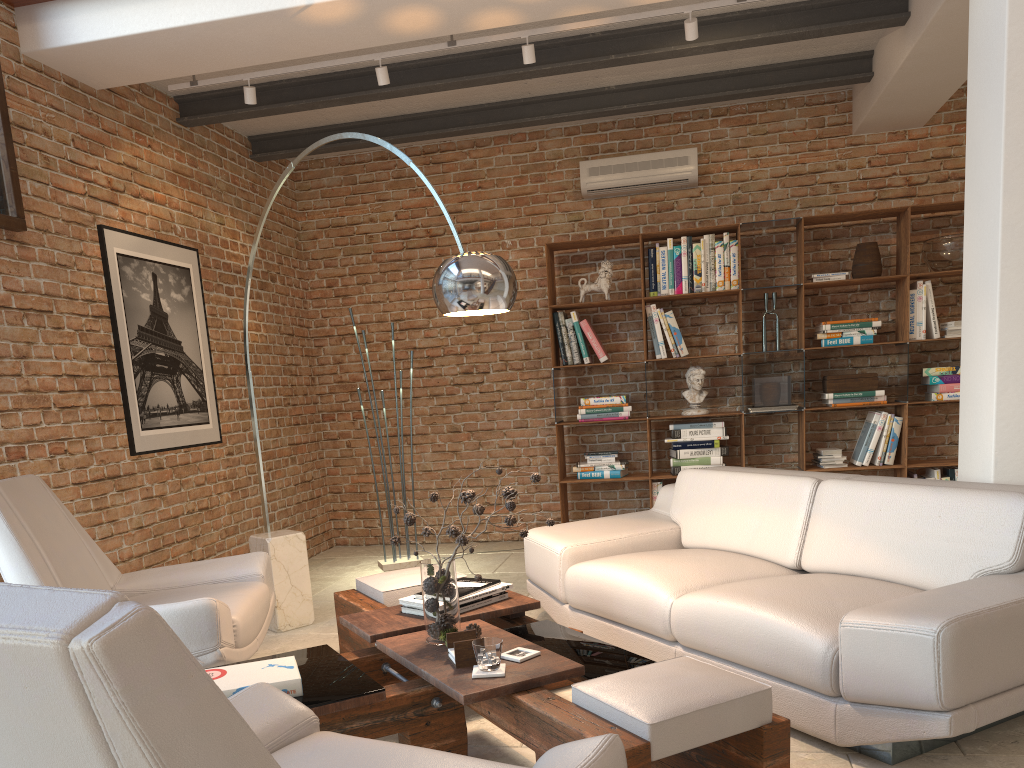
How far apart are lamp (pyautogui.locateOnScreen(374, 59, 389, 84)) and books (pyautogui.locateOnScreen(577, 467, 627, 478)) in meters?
3.1

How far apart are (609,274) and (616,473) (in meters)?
1.43

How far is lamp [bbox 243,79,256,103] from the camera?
4.8 meters

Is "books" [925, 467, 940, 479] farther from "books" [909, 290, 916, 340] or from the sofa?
the sofa

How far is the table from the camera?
2.08m

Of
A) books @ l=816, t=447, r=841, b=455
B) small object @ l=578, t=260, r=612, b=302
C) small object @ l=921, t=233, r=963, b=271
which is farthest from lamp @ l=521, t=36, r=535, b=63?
books @ l=816, t=447, r=841, b=455

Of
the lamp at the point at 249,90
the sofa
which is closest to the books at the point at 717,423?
the sofa

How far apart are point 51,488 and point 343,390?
3.15m

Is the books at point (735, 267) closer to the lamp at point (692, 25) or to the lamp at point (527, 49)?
the lamp at point (692, 25)

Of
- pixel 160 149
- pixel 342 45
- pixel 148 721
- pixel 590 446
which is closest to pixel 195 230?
pixel 160 149
